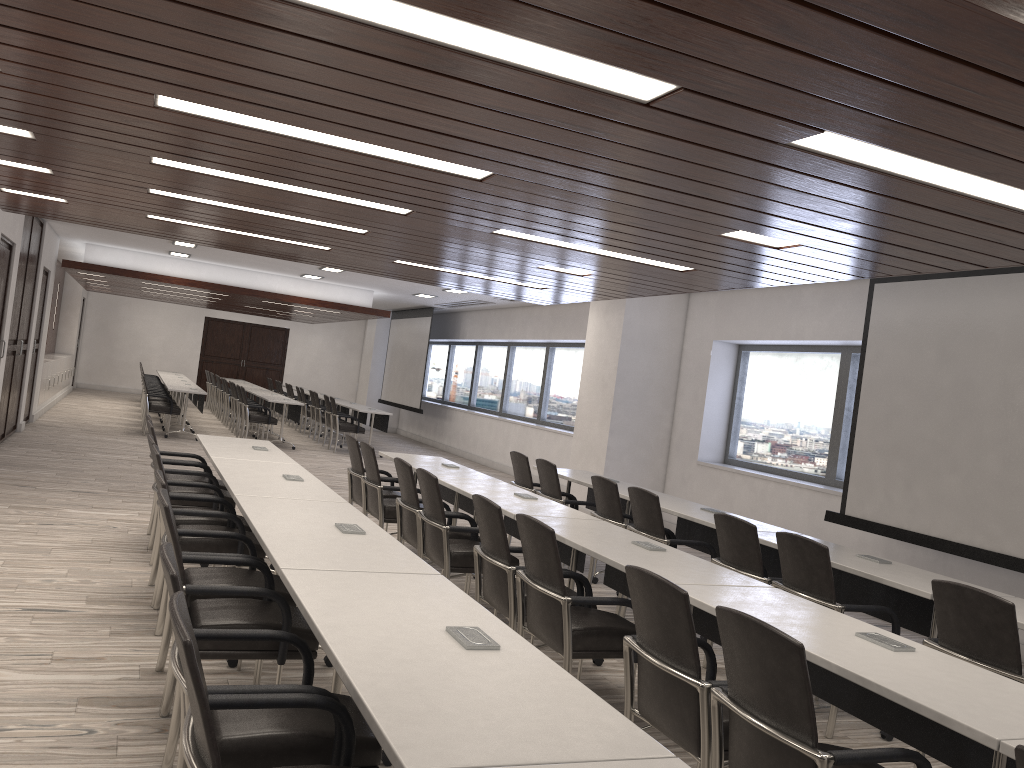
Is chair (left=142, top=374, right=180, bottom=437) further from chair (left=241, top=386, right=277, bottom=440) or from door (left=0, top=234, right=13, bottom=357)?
door (left=0, top=234, right=13, bottom=357)

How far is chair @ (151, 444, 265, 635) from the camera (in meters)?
4.51

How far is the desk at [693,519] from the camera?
5.9 meters

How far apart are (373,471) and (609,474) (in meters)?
4.59

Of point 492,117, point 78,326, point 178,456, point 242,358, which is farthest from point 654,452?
point 242,358

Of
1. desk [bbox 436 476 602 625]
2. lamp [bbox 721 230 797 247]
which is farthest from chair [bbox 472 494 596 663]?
lamp [bbox 721 230 797 247]

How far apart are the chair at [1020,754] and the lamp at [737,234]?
3.4m

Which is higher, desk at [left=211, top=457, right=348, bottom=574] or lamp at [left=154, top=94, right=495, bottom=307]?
A: lamp at [left=154, top=94, right=495, bottom=307]

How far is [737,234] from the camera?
4.8 meters

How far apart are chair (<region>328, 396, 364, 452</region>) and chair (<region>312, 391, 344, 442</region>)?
1.30m
